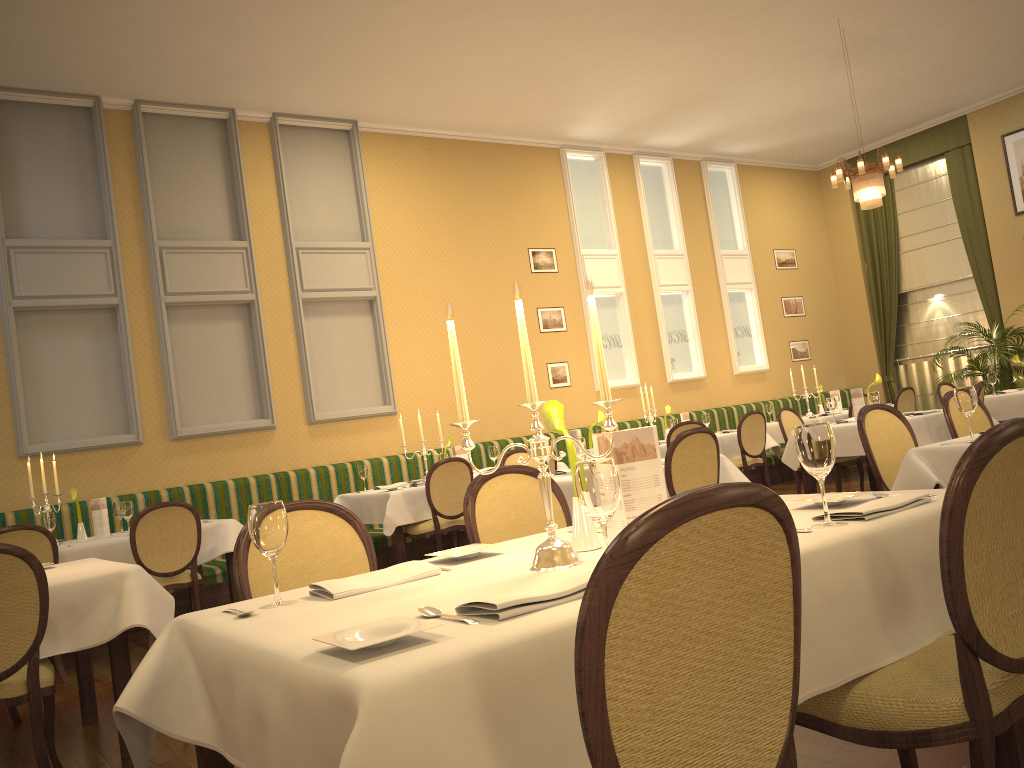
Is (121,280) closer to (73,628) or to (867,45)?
(73,628)

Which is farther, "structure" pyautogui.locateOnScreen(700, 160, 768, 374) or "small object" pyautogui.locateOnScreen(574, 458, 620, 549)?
"structure" pyautogui.locateOnScreen(700, 160, 768, 374)

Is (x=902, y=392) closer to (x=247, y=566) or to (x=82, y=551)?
(x=82, y=551)

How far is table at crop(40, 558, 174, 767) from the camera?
3.3m

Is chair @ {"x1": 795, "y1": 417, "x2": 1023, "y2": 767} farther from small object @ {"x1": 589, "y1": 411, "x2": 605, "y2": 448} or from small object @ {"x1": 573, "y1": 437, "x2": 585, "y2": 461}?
small object @ {"x1": 589, "y1": 411, "x2": 605, "y2": 448}

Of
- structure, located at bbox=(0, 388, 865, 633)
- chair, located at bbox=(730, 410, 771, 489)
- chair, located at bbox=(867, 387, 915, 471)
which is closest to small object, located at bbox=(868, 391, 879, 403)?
chair, located at bbox=(730, 410, 771, 489)

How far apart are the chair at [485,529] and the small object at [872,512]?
1.2m

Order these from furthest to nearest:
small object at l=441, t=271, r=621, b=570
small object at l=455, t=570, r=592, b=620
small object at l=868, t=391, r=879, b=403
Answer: small object at l=868, t=391, r=879, b=403 → small object at l=441, t=271, r=621, b=570 → small object at l=455, t=570, r=592, b=620

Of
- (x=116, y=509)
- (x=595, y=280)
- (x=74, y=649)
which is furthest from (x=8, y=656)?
(x=595, y=280)

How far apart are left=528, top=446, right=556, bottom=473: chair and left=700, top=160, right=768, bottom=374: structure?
5.4 meters
